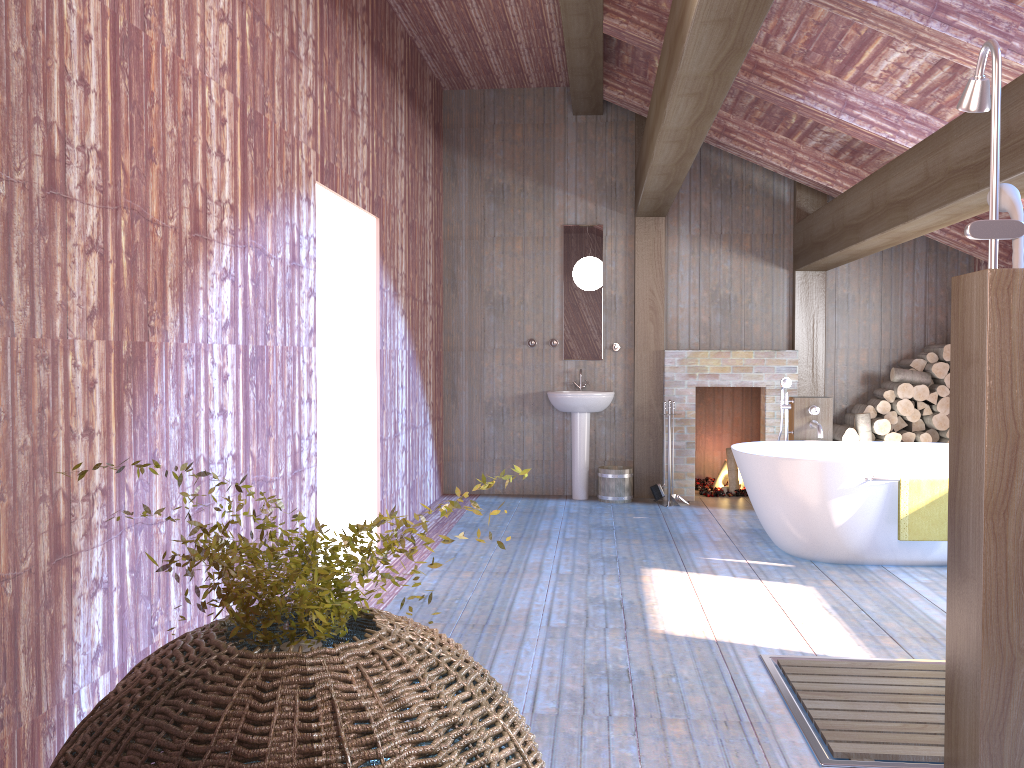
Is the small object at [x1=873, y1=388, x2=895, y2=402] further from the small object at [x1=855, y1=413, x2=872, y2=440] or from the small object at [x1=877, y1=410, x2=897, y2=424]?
the small object at [x1=855, y1=413, x2=872, y2=440]

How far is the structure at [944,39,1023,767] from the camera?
2.4m

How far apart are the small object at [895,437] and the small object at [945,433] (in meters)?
0.39

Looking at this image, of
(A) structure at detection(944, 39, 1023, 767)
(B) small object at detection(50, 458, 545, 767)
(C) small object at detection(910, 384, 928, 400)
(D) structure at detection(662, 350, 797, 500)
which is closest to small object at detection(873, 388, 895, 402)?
(C) small object at detection(910, 384, 928, 400)

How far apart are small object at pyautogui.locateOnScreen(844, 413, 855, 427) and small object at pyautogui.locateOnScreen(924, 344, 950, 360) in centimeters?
84cm

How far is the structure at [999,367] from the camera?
2.36m

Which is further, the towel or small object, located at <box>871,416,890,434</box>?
small object, located at <box>871,416,890,434</box>

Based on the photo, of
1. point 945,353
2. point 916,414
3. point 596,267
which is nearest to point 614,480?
point 596,267

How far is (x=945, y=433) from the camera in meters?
7.2

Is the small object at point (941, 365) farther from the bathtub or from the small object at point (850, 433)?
the bathtub
